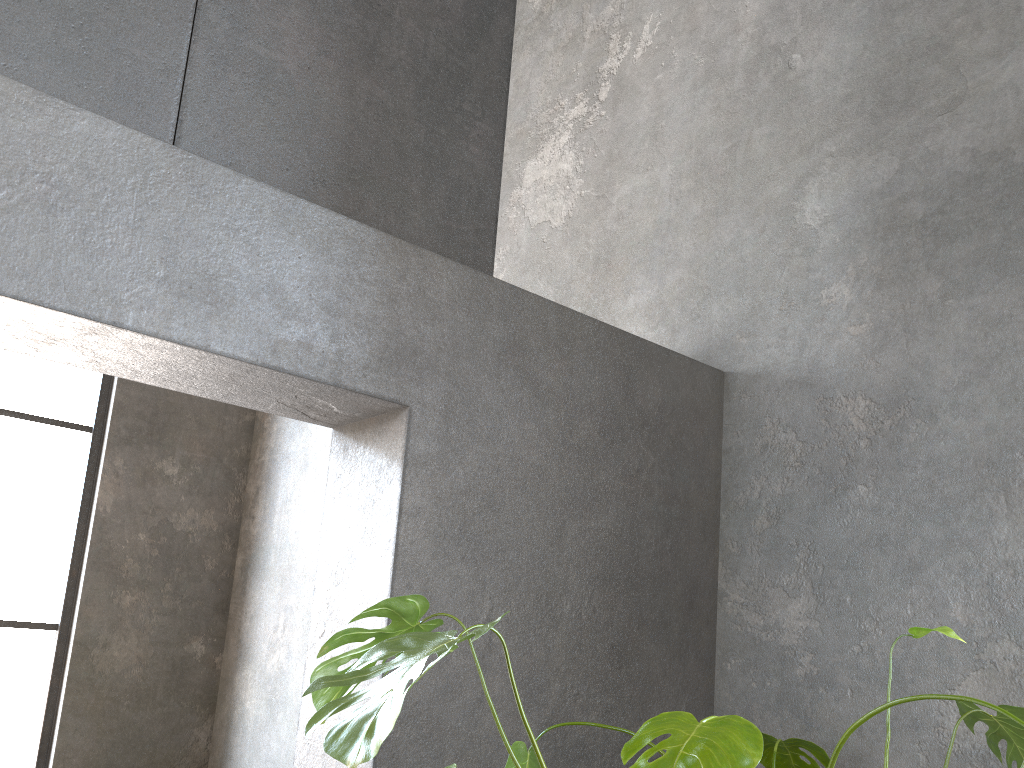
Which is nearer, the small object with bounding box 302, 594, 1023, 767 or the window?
the small object with bounding box 302, 594, 1023, 767

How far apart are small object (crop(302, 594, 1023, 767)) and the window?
4.7m

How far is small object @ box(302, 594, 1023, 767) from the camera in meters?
1.1

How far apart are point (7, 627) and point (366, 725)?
5.36m

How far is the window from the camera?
5.4m

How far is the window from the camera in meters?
5.4 m

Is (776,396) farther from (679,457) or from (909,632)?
(909,632)

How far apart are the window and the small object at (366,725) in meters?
4.7
